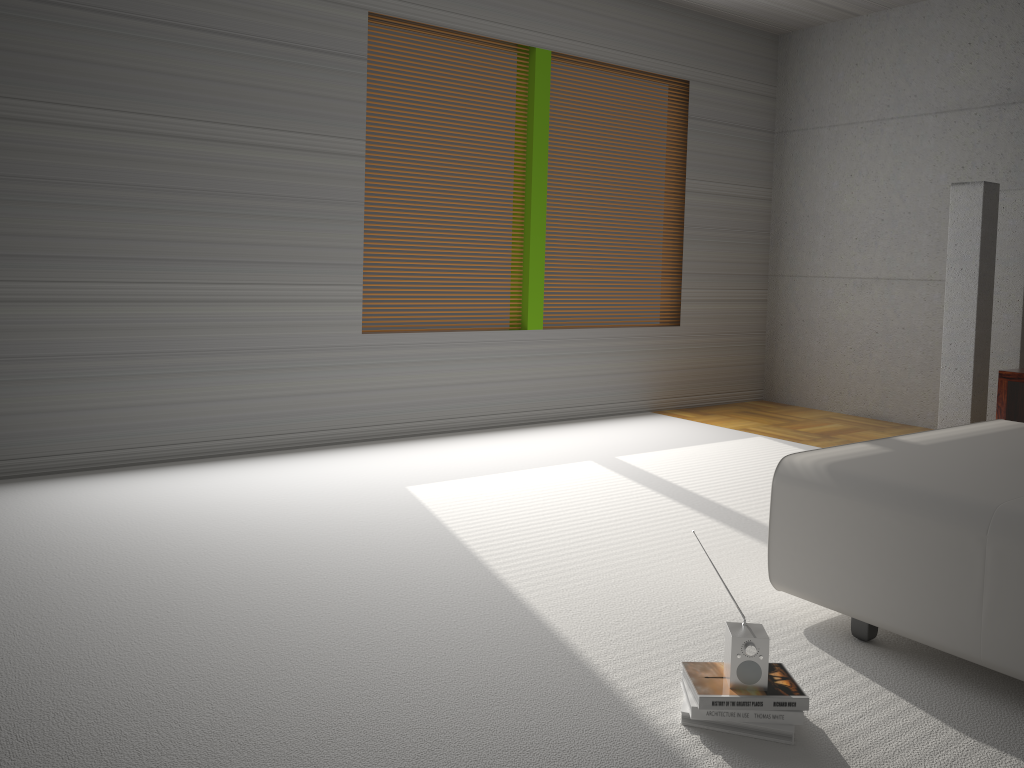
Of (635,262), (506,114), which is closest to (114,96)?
(506,114)

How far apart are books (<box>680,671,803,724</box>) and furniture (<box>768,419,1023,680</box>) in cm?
56

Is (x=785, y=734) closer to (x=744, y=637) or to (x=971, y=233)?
(x=744, y=637)

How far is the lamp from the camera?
5.27m

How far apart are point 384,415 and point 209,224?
1.55m

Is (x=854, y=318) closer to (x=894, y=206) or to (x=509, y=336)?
(x=894, y=206)

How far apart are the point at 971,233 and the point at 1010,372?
1.8 meters

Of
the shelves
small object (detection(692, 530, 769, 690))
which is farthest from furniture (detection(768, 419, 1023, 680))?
small object (detection(692, 530, 769, 690))

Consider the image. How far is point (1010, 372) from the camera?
3.77m

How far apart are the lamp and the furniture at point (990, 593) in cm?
A: 184
